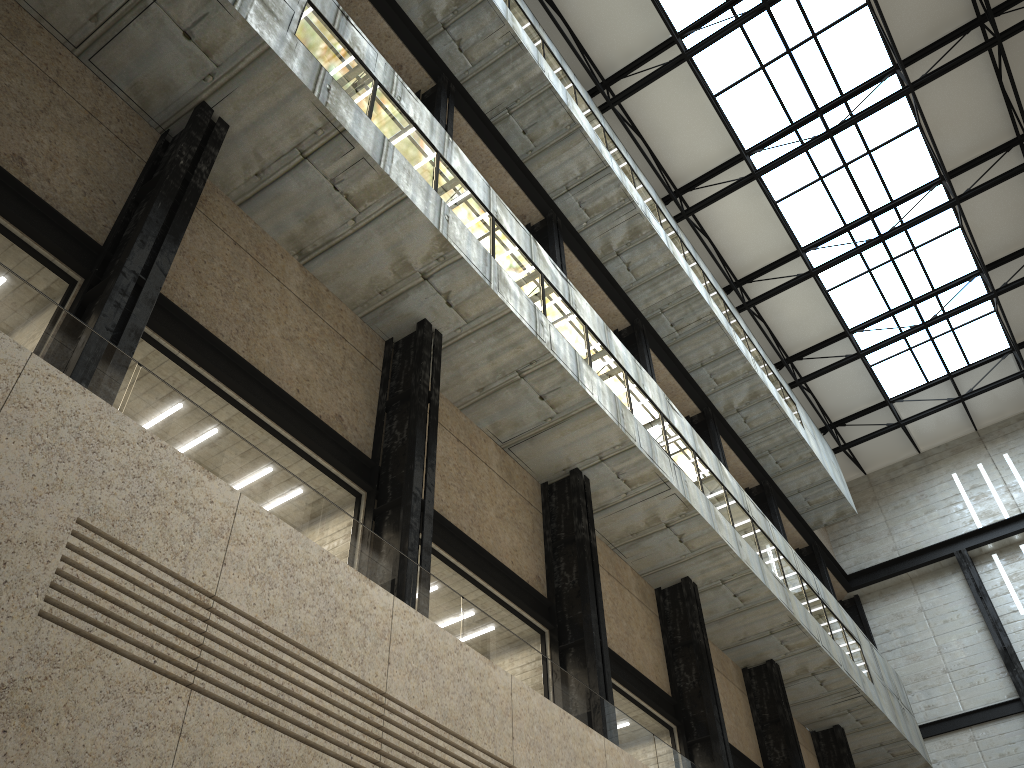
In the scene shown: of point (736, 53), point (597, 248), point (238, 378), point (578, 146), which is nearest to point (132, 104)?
point (238, 378)
